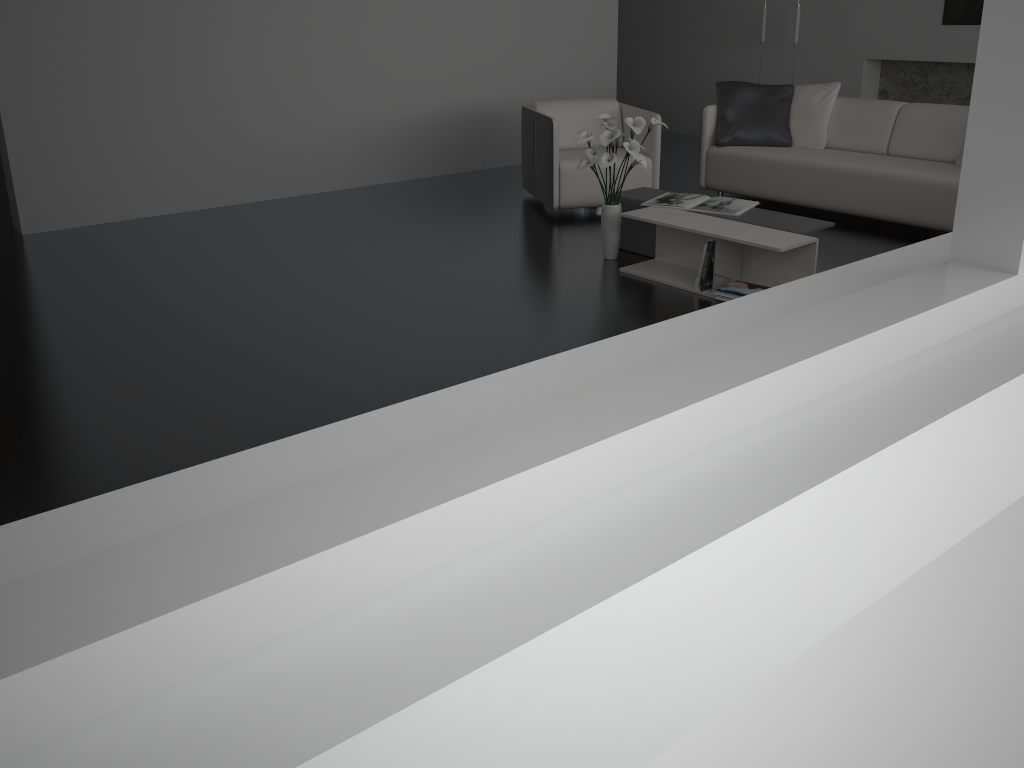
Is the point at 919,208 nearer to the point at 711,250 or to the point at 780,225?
the point at 780,225

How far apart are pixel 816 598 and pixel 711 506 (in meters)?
1.21

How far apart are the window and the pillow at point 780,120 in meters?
5.0 m

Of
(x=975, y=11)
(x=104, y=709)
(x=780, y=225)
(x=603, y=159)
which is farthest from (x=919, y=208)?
(x=104, y=709)

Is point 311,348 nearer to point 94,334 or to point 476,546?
point 94,334

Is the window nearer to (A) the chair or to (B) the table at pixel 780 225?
(B) the table at pixel 780 225

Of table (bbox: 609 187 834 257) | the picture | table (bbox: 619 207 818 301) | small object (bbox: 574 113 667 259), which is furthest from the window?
the picture

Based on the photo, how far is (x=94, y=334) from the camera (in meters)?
3.86

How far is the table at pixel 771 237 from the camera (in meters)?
4.01

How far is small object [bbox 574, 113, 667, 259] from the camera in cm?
439
